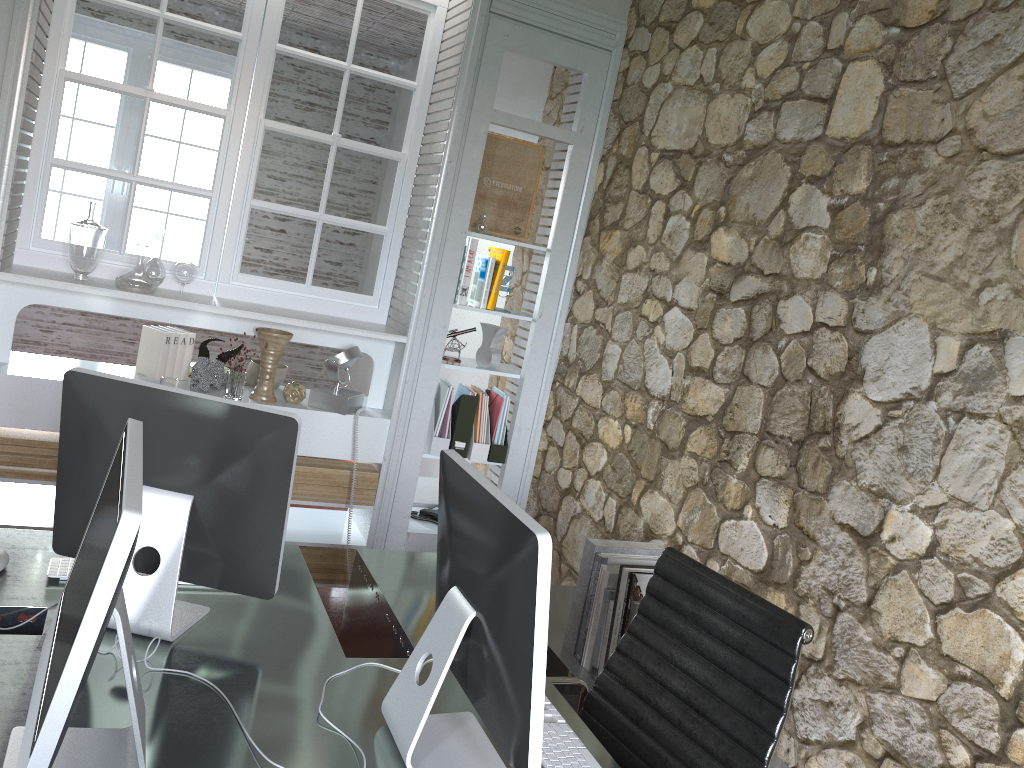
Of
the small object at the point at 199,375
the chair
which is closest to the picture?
the small object at the point at 199,375

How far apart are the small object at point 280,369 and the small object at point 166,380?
0.4m

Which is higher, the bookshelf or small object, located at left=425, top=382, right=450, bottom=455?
small object, located at left=425, top=382, right=450, bottom=455

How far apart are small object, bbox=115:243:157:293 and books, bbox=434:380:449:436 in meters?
1.2

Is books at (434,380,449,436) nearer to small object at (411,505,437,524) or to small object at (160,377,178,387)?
small object at (411,505,437,524)

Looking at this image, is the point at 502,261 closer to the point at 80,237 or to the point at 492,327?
the point at 492,327

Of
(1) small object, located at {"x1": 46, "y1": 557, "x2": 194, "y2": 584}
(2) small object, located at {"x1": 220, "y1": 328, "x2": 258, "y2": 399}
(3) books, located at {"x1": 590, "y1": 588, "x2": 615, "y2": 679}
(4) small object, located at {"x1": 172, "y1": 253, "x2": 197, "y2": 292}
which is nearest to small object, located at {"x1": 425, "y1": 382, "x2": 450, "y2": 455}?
(2) small object, located at {"x1": 220, "y1": 328, "x2": 258, "y2": 399}

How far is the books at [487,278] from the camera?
3.80m

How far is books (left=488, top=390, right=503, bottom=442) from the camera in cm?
394

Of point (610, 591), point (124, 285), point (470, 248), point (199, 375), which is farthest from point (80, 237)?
point (610, 591)
